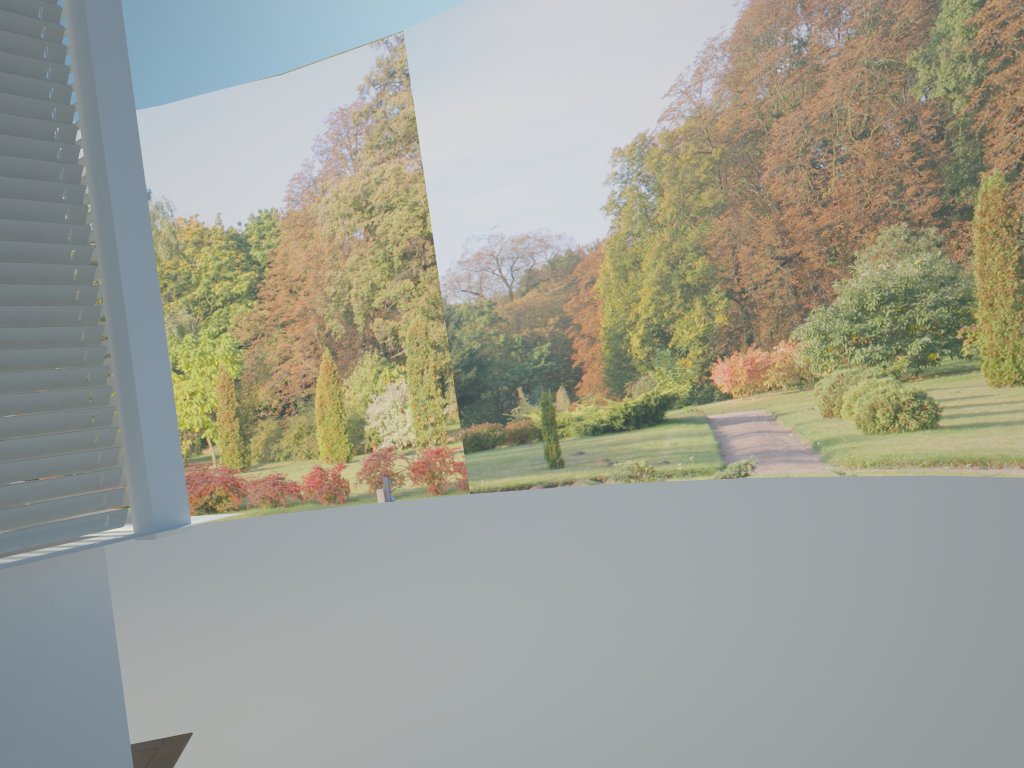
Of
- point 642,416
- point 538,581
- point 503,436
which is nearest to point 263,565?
point 538,581

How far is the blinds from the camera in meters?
2.4

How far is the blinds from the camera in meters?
2.4

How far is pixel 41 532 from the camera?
2.41m
